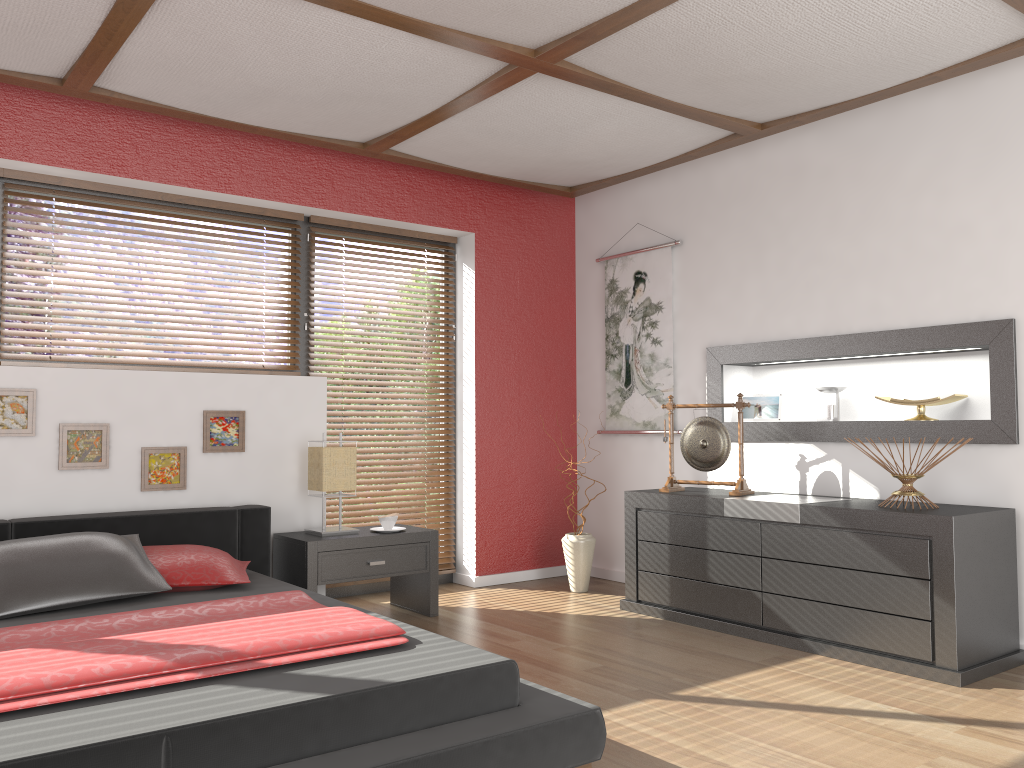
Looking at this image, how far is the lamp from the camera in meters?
4.2

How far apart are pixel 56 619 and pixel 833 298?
3.54m

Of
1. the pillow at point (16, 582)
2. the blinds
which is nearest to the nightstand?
the blinds

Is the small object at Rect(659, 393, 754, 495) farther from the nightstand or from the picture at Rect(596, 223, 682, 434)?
the nightstand

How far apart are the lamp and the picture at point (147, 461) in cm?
59

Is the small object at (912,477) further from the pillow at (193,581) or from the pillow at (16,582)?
the pillow at (16,582)

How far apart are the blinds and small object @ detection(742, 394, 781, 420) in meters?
1.8

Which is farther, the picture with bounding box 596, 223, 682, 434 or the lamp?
the picture with bounding box 596, 223, 682, 434

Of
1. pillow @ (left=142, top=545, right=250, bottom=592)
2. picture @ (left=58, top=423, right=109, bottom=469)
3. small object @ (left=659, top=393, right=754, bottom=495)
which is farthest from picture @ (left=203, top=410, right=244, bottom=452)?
small object @ (left=659, top=393, right=754, bottom=495)

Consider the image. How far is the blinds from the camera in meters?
5.0 m
